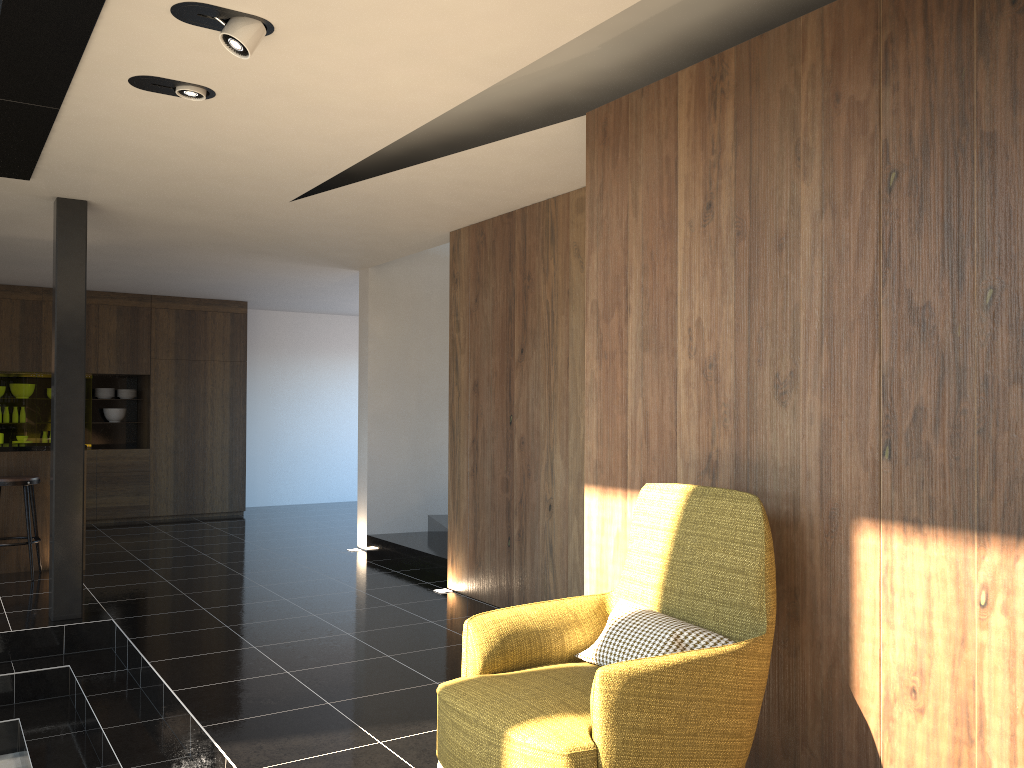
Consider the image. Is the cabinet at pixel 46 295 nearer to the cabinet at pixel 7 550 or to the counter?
the cabinet at pixel 7 550

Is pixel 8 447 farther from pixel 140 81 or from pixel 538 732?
pixel 538 732

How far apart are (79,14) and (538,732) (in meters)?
2.73

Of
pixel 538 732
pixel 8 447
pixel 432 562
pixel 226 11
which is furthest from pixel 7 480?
pixel 538 732

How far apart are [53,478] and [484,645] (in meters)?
3.93

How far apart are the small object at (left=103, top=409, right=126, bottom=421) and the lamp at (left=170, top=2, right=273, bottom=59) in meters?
8.7 m

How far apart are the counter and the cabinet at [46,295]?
3.1 meters

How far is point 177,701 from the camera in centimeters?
412cm

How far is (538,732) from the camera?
2.4 meters

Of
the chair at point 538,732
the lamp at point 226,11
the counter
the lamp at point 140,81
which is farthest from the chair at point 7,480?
Answer: the chair at point 538,732
